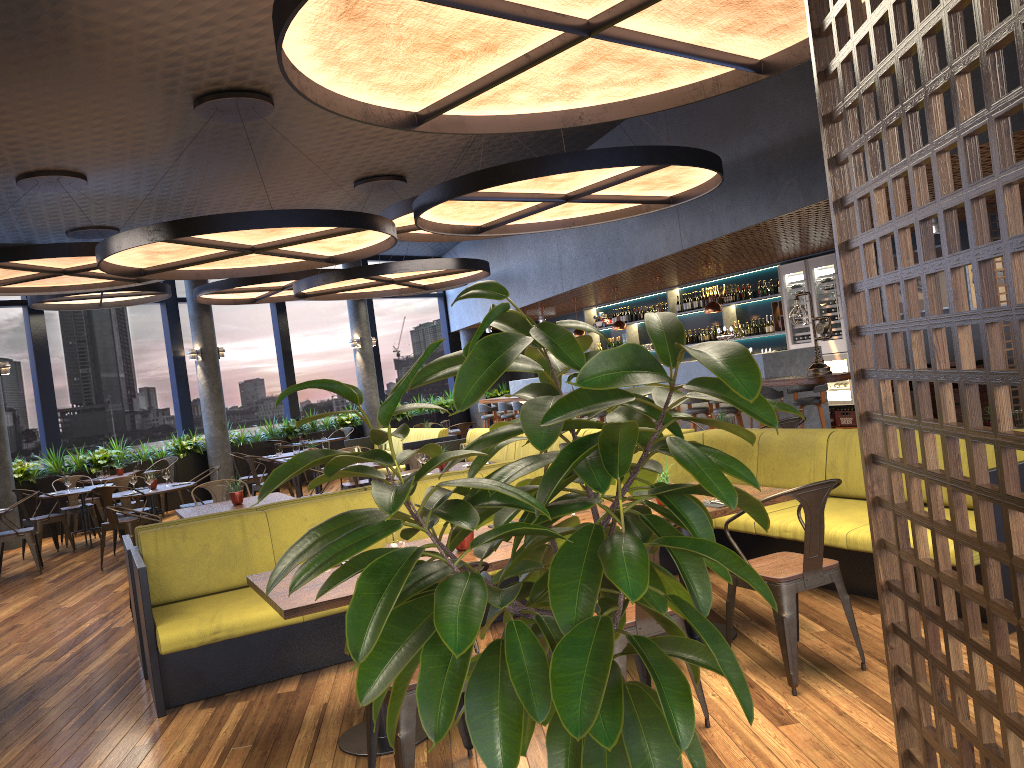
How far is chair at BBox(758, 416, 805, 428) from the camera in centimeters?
720cm

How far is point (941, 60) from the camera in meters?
6.2

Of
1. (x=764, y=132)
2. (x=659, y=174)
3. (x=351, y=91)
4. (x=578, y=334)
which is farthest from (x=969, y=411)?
(x=578, y=334)

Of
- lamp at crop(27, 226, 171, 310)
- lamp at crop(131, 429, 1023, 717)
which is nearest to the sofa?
lamp at crop(27, 226, 171, 310)

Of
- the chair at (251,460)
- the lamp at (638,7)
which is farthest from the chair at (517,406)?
the lamp at (638,7)

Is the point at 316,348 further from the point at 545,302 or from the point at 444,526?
the point at 444,526

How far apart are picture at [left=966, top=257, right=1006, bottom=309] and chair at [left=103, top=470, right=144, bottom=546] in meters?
10.9

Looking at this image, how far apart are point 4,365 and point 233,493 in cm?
742

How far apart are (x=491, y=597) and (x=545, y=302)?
14.05m

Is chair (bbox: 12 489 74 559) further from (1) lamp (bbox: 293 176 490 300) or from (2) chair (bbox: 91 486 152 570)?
(1) lamp (bbox: 293 176 490 300)
